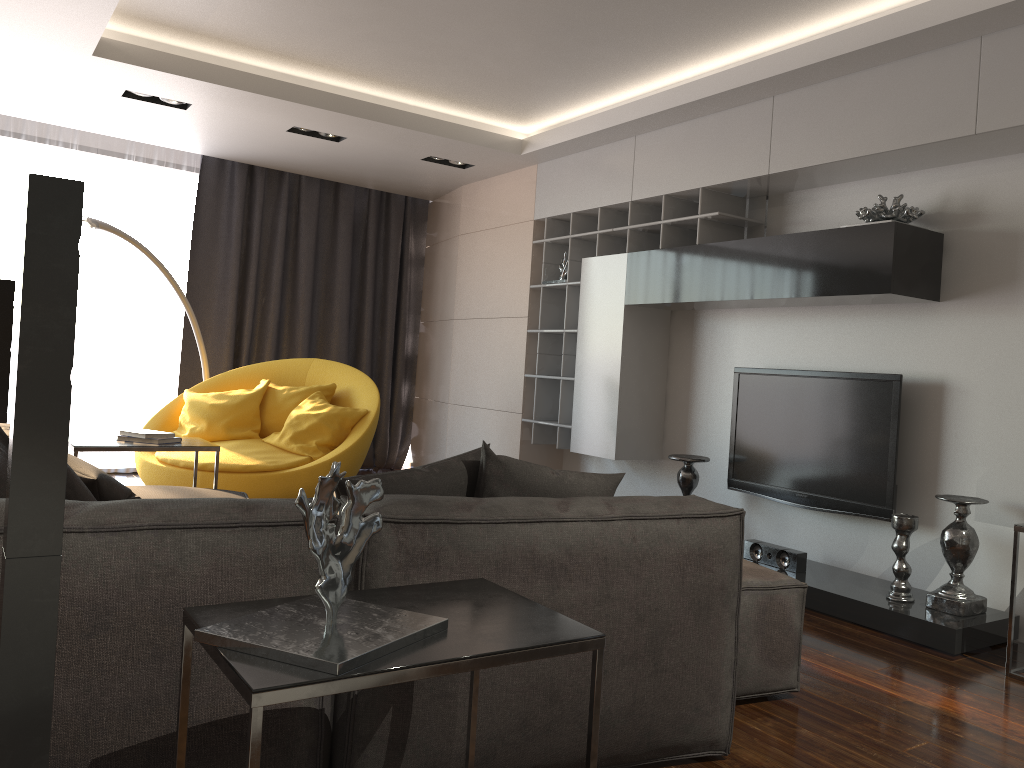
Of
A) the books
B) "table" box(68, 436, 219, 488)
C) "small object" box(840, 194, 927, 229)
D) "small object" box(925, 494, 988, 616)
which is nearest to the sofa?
"table" box(68, 436, 219, 488)

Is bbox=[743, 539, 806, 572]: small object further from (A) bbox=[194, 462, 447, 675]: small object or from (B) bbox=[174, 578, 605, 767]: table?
(A) bbox=[194, 462, 447, 675]: small object

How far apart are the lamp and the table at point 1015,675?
Answer: 5.26m

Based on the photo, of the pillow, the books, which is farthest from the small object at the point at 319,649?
the books

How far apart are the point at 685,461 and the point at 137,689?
3.5 meters

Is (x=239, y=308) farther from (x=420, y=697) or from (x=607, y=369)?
(x=420, y=697)

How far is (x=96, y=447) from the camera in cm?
408

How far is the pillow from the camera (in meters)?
2.36

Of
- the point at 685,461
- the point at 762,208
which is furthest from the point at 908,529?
the point at 762,208

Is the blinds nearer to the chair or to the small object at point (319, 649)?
the chair
